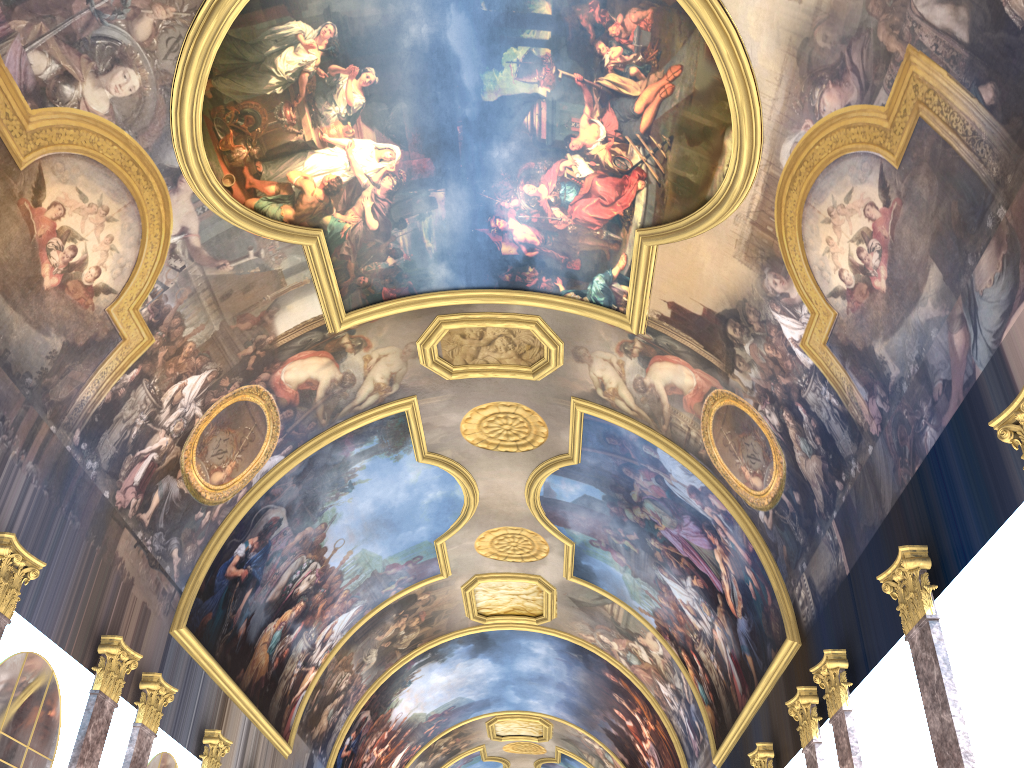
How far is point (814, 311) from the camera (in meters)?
12.79

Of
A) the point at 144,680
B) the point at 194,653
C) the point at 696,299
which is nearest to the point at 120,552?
the point at 144,680
